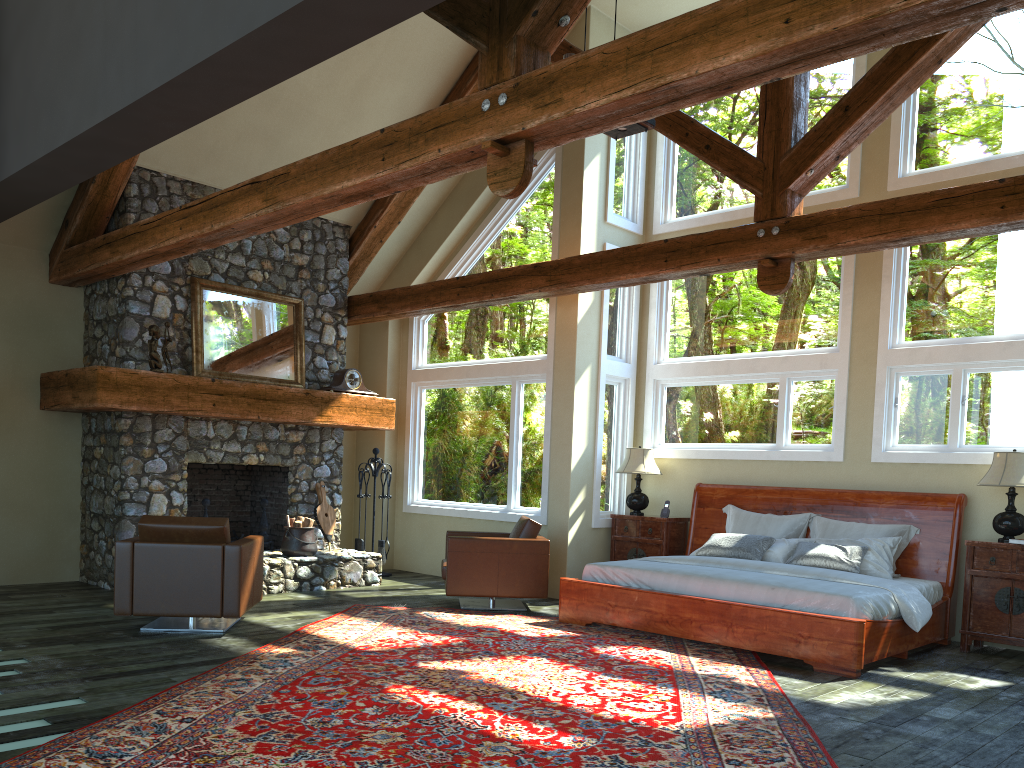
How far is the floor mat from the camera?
4.0 meters

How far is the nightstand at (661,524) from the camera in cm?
925

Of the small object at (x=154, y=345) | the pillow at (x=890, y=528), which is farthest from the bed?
the small object at (x=154, y=345)

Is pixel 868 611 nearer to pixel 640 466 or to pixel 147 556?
pixel 640 466

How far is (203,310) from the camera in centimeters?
904cm

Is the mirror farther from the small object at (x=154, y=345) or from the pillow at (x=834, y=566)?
the pillow at (x=834, y=566)

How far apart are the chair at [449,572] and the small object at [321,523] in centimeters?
181cm

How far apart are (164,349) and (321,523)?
2.54m

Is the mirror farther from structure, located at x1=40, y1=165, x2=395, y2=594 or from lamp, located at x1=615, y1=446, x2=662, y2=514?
lamp, located at x1=615, y1=446, x2=662, y2=514

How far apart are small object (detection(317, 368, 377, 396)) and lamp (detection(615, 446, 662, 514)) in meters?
3.1 m
